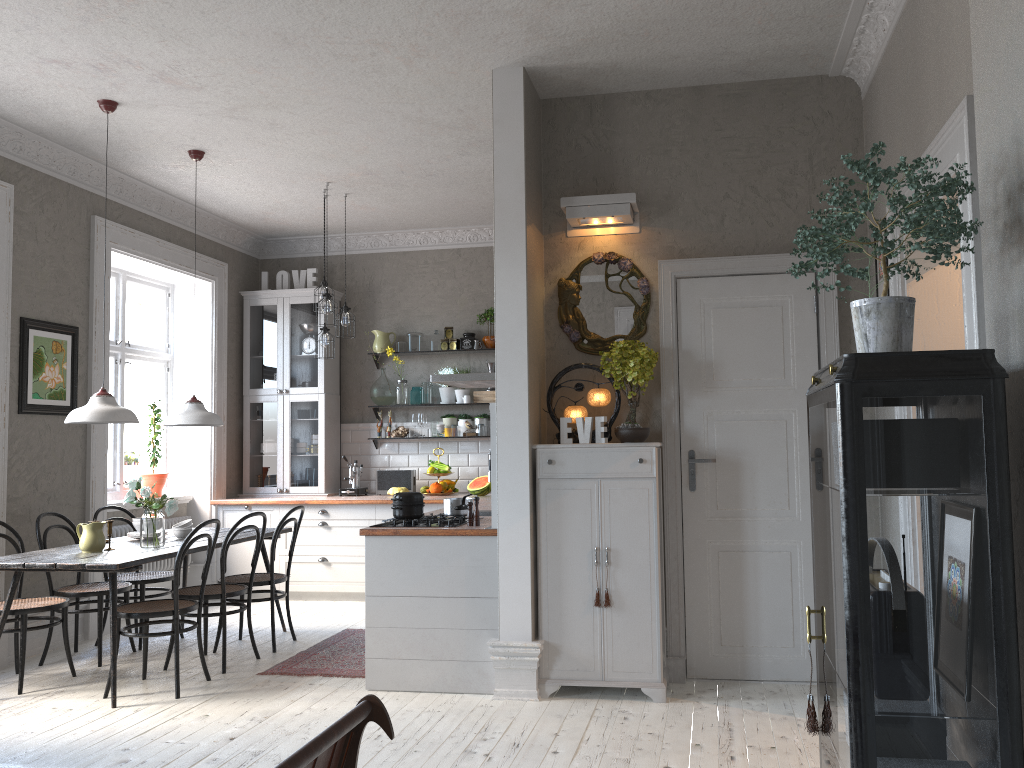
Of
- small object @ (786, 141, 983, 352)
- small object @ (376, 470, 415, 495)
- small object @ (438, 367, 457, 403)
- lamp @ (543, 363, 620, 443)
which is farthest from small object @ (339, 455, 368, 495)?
small object @ (786, 141, 983, 352)

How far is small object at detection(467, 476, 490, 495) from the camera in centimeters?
756cm

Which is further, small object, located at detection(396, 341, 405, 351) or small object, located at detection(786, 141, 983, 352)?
small object, located at detection(396, 341, 405, 351)

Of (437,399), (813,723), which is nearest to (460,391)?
(437,399)

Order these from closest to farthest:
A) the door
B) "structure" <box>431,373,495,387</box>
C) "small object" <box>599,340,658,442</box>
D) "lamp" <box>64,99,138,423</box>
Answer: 1. "small object" <box>599,340,658,442</box>
2. the door
3. "lamp" <box>64,99,138,423</box>
4. "structure" <box>431,373,495,387</box>

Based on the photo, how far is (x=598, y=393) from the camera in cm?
475

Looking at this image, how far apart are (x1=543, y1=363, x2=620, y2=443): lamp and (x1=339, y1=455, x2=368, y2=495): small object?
3.6m

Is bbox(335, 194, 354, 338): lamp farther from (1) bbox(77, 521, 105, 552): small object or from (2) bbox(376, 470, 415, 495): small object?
(1) bbox(77, 521, 105, 552): small object

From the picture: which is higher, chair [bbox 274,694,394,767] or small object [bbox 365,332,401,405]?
small object [bbox 365,332,401,405]

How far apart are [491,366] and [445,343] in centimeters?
48cm
